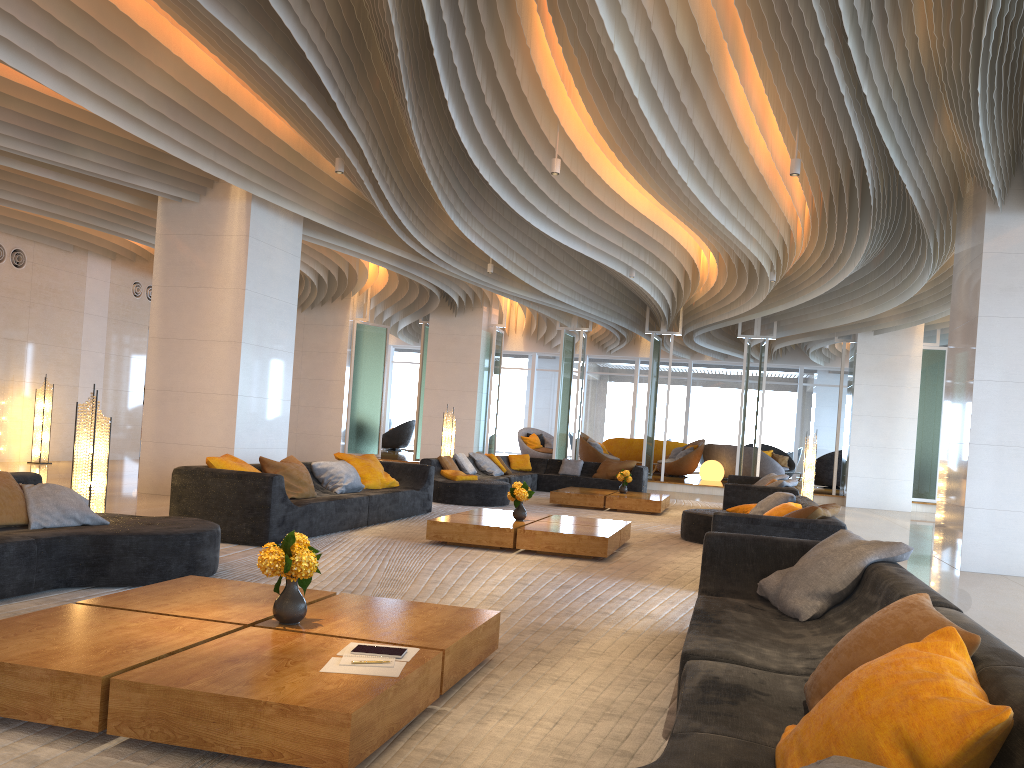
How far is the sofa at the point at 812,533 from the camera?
6.1 meters

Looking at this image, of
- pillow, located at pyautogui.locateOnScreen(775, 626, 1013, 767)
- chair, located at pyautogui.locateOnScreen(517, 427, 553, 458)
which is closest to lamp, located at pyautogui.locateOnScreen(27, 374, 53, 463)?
chair, located at pyautogui.locateOnScreen(517, 427, 553, 458)

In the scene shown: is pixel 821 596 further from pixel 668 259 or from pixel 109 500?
pixel 668 259

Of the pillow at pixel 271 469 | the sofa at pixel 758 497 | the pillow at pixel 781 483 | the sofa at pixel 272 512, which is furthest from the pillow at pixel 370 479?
the pillow at pixel 781 483

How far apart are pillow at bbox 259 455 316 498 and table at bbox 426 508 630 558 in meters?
1.2

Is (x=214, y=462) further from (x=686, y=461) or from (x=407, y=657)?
(x=686, y=461)

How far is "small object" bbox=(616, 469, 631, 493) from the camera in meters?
13.4

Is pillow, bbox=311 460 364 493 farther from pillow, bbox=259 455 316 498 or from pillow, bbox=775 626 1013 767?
pillow, bbox=775 626 1013 767

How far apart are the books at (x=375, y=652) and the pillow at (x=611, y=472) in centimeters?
1285cm

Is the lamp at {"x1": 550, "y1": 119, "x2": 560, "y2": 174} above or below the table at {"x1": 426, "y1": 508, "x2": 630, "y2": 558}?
above
